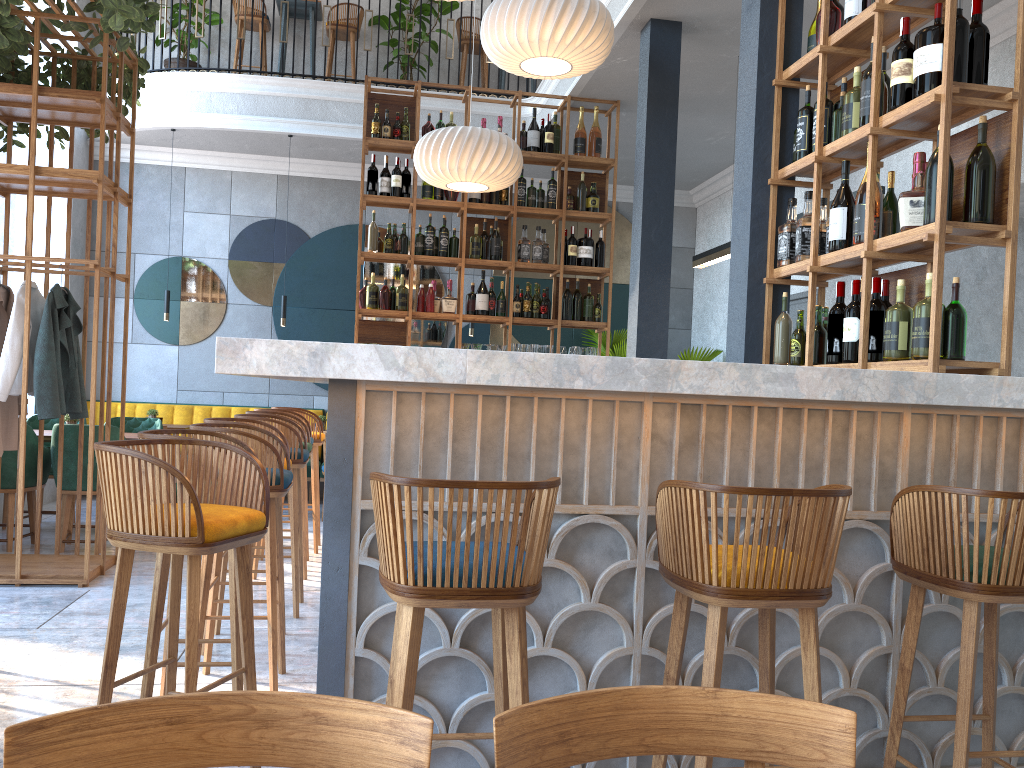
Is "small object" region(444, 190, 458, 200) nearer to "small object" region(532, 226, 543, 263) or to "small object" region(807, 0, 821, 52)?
"small object" region(532, 226, 543, 263)

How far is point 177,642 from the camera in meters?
2.4 m

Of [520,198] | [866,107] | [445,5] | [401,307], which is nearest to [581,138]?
[520,198]

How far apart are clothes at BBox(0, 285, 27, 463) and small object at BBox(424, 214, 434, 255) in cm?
282

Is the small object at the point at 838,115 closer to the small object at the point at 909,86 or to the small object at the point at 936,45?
the small object at the point at 909,86

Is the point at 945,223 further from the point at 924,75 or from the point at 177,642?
the point at 177,642

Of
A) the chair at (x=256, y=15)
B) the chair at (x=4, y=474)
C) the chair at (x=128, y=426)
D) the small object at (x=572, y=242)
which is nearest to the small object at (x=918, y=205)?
the small object at (x=572, y=242)

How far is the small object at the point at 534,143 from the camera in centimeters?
689cm

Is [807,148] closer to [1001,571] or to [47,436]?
[1001,571]

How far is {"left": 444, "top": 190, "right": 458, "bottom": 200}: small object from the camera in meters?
6.8 m
